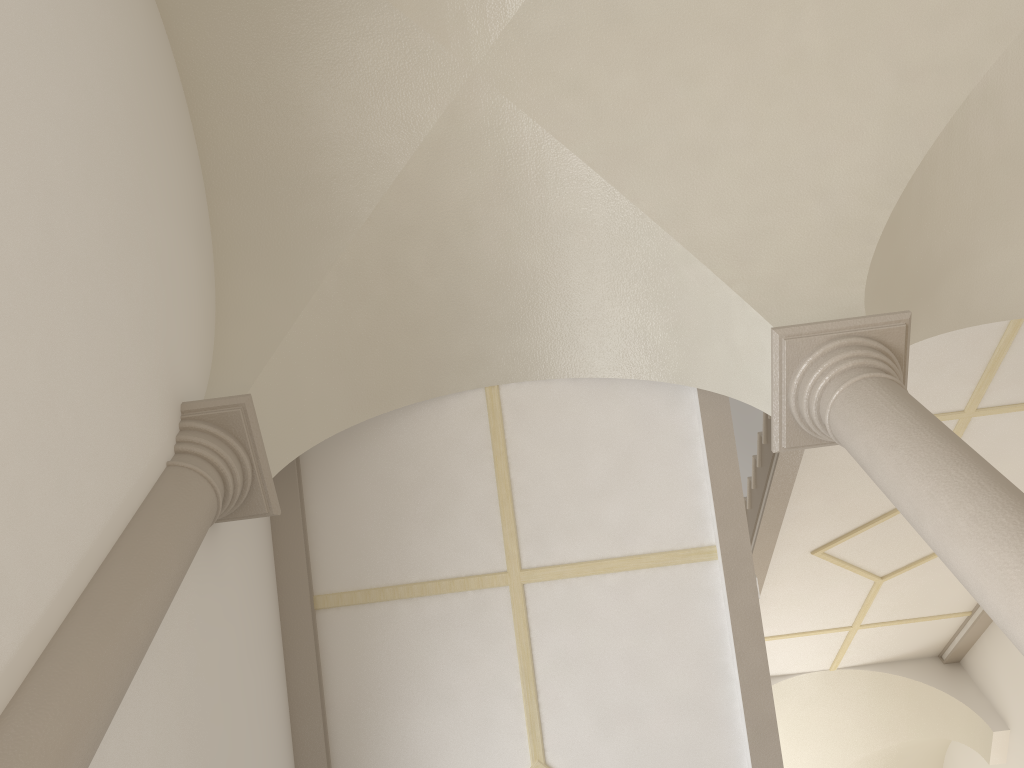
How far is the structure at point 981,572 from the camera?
2.9 meters

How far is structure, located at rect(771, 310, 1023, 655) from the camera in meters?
2.9 m

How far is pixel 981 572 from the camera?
2.9 meters
